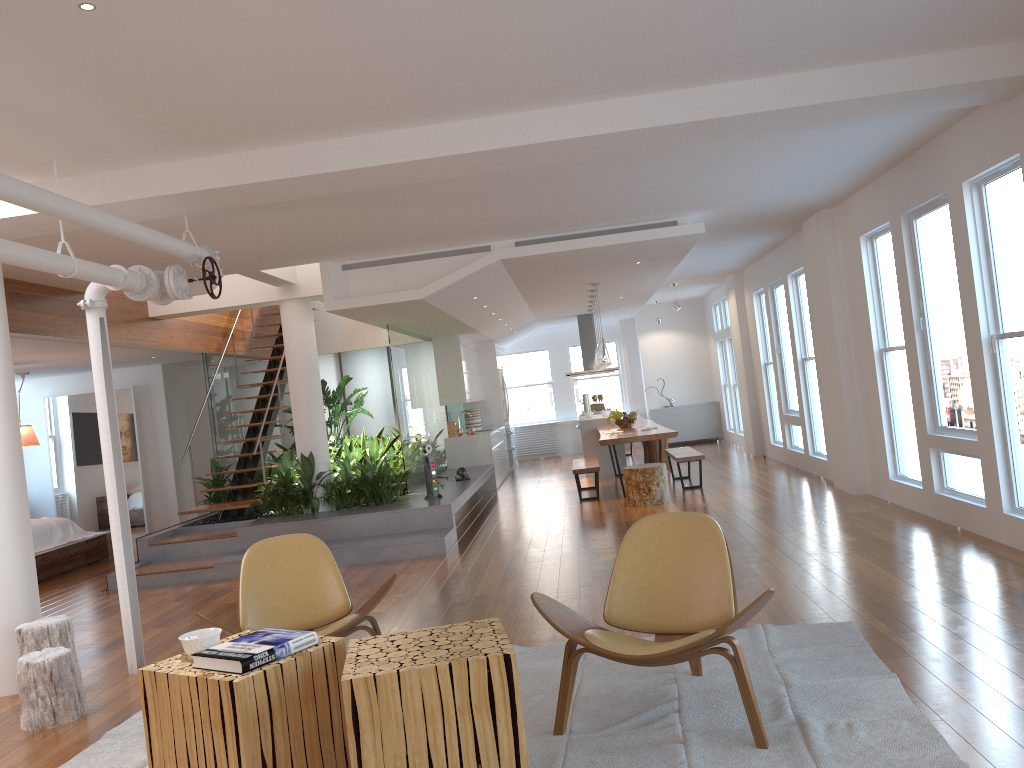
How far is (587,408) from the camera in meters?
14.7

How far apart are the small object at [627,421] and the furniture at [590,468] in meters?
0.8 m

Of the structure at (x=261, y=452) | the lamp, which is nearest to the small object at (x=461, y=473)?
the lamp

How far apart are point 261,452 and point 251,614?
5.4 meters

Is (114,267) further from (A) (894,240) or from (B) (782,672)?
(A) (894,240)

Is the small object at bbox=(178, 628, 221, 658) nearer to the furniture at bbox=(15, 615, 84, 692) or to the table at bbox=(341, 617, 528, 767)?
the table at bbox=(341, 617, 528, 767)

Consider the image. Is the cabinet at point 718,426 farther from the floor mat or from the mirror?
the floor mat

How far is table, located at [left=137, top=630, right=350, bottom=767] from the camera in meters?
2.9 m

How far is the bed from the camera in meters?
9.2

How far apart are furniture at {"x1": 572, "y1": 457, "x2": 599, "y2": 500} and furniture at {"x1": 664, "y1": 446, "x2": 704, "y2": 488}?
0.92m
